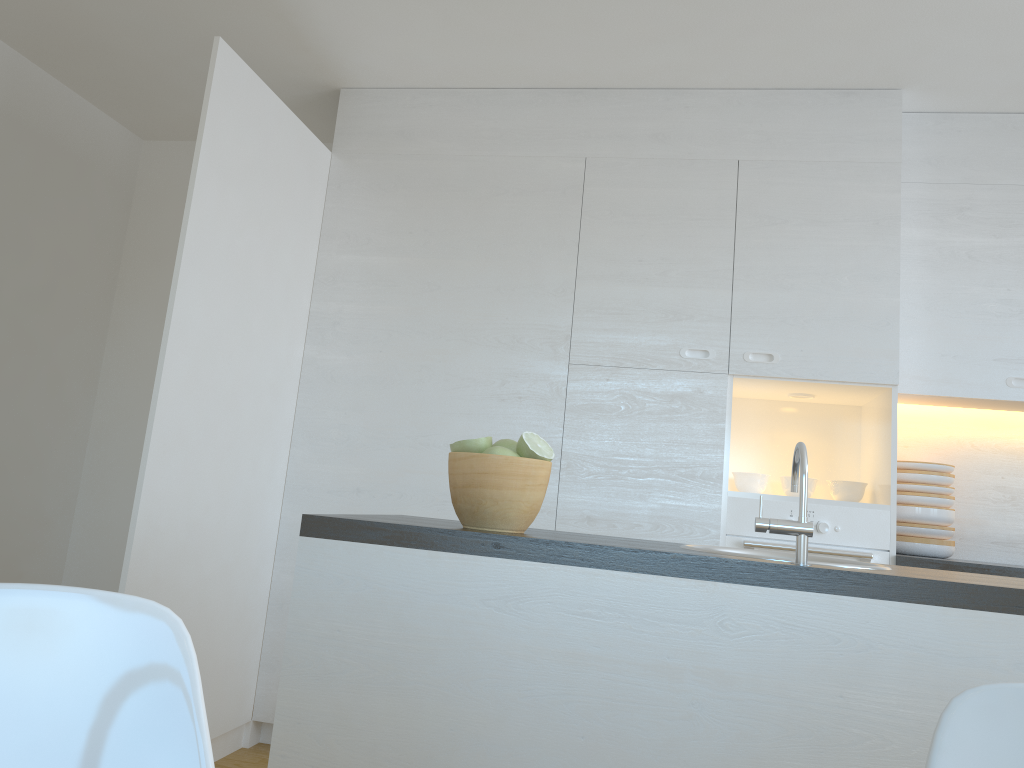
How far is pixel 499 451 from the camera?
1.70m

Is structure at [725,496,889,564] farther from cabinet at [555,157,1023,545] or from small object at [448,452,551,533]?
small object at [448,452,551,533]

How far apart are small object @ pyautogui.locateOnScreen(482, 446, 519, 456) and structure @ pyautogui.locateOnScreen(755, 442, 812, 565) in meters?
0.5

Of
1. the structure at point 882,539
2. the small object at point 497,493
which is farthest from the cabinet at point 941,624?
the structure at point 882,539

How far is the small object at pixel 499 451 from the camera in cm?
170

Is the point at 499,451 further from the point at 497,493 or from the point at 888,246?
the point at 888,246

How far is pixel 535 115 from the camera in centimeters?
361cm

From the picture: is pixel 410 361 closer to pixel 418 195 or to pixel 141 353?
pixel 418 195

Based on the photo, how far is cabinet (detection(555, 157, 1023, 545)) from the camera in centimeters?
328cm

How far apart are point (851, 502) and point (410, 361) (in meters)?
1.75
